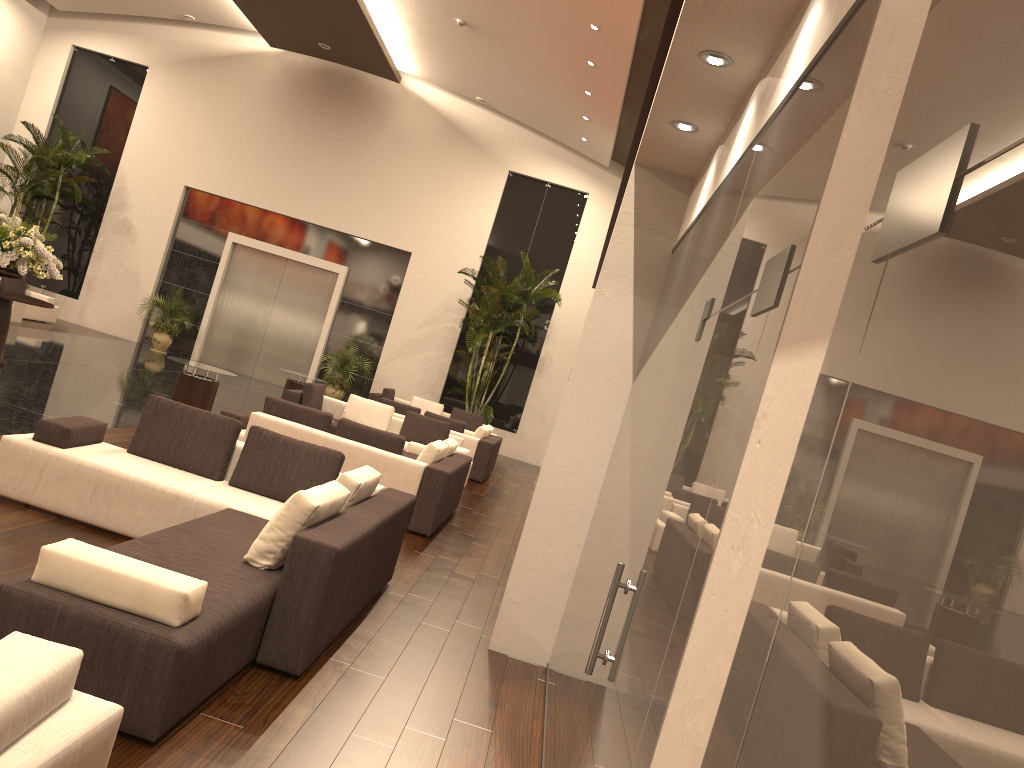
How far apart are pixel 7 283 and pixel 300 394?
10.1m

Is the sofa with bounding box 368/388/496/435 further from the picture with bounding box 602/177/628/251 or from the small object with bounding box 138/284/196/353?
the picture with bounding box 602/177/628/251

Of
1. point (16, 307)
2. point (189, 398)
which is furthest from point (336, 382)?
Answer: point (189, 398)

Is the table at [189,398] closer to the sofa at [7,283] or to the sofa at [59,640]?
the sofa at [59,640]

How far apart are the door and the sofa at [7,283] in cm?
342

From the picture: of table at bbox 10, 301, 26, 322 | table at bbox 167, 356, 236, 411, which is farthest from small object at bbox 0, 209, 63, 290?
table at bbox 10, 301, 26, 322

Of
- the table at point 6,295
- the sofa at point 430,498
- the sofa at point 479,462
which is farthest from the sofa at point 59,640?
the sofa at point 479,462

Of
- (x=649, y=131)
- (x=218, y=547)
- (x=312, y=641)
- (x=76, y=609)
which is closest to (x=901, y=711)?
(x=76, y=609)

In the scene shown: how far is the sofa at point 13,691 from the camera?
2.2m

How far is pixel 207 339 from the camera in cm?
2182
